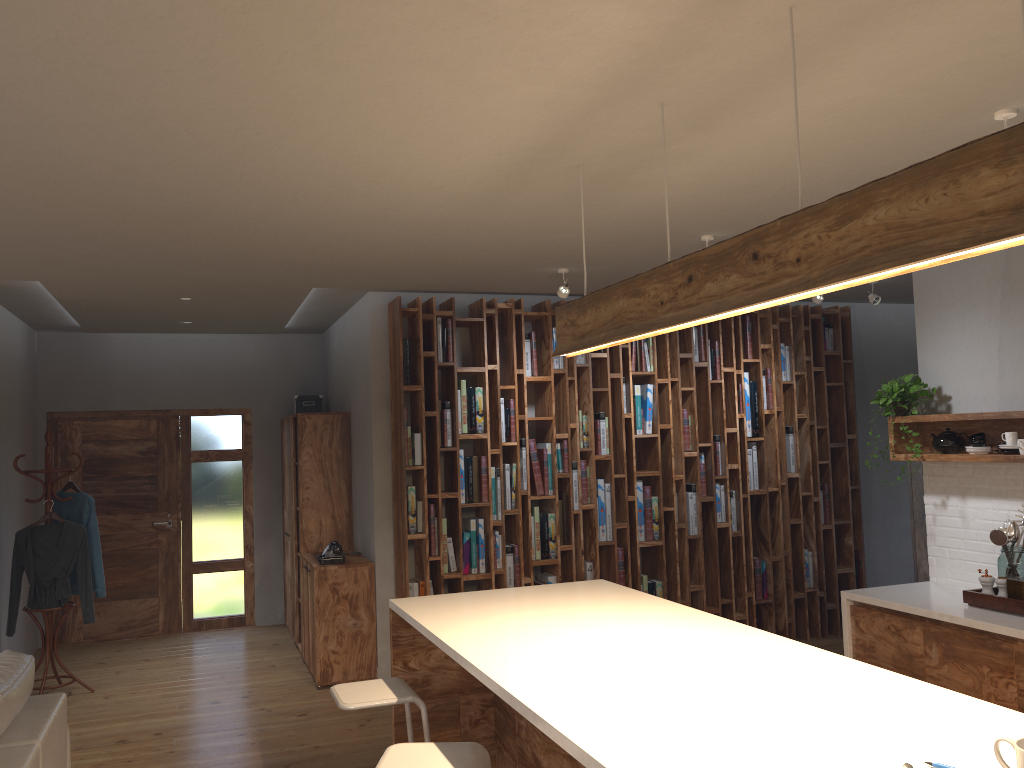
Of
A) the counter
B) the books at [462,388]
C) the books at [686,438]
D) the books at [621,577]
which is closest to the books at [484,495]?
the books at [462,388]

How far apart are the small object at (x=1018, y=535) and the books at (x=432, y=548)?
3.42m

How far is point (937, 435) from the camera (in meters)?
4.88

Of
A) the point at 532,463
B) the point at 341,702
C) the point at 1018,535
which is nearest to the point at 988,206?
the point at 341,702

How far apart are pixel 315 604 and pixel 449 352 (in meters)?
2.00

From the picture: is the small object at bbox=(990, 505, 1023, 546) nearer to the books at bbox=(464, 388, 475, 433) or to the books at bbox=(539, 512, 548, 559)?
the books at bbox=(539, 512, 548, 559)

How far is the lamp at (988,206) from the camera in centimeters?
165cm

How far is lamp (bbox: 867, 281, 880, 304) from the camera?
6.32m

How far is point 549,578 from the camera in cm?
642

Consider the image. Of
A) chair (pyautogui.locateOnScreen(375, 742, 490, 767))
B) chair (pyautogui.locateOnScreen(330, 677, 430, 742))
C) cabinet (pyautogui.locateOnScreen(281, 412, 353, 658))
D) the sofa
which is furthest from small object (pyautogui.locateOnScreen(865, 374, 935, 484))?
the sofa
